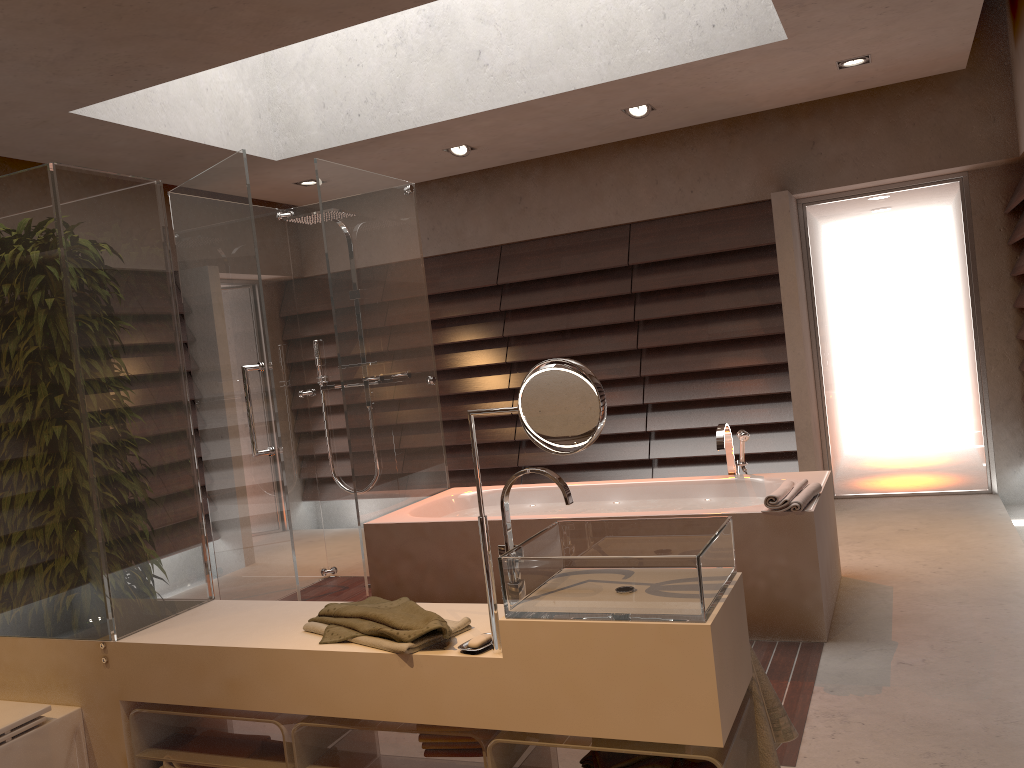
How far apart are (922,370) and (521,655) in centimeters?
470cm

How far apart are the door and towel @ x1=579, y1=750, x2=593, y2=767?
4.4 meters

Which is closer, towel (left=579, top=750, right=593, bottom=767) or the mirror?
the mirror

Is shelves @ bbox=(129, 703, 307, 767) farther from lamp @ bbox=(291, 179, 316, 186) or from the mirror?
lamp @ bbox=(291, 179, 316, 186)

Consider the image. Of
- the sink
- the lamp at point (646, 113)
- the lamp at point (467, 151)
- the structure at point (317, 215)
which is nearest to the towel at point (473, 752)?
the sink

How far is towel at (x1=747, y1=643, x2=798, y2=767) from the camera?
1.9 meters

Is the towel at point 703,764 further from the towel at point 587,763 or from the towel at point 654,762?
the towel at point 587,763

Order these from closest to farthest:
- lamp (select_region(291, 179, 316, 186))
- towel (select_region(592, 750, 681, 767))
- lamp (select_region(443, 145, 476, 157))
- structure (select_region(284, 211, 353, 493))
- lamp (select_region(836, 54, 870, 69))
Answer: towel (select_region(592, 750, 681, 767)) < lamp (select_region(836, 54, 870, 69)) < structure (select_region(284, 211, 353, 493)) < lamp (select_region(443, 145, 476, 157)) < lamp (select_region(291, 179, 316, 186))

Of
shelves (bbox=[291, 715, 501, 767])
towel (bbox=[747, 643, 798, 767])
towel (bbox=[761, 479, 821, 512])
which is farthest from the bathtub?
shelves (bbox=[291, 715, 501, 767])

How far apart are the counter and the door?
4.3m
